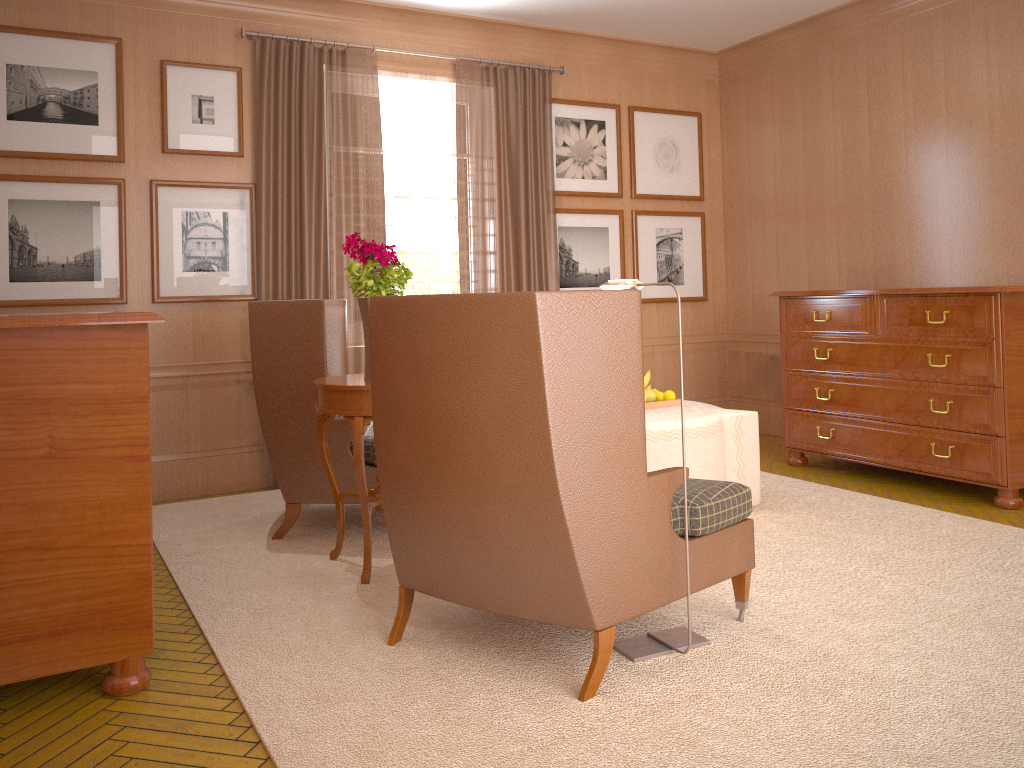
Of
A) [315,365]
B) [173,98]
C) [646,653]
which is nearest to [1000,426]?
[646,653]

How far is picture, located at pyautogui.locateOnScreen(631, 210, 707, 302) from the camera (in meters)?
11.71

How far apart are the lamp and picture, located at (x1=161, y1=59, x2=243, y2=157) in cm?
552

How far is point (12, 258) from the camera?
8.21m

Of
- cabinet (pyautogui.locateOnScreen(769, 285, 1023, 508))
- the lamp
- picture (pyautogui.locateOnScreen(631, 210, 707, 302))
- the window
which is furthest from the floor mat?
picture (pyautogui.locateOnScreen(631, 210, 707, 302))

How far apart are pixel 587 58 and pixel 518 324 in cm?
799

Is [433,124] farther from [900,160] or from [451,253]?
[900,160]

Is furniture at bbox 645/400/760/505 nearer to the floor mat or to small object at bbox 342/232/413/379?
the floor mat

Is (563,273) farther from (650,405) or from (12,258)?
(12,258)

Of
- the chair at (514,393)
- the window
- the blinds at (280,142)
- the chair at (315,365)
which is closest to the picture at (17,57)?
the blinds at (280,142)
